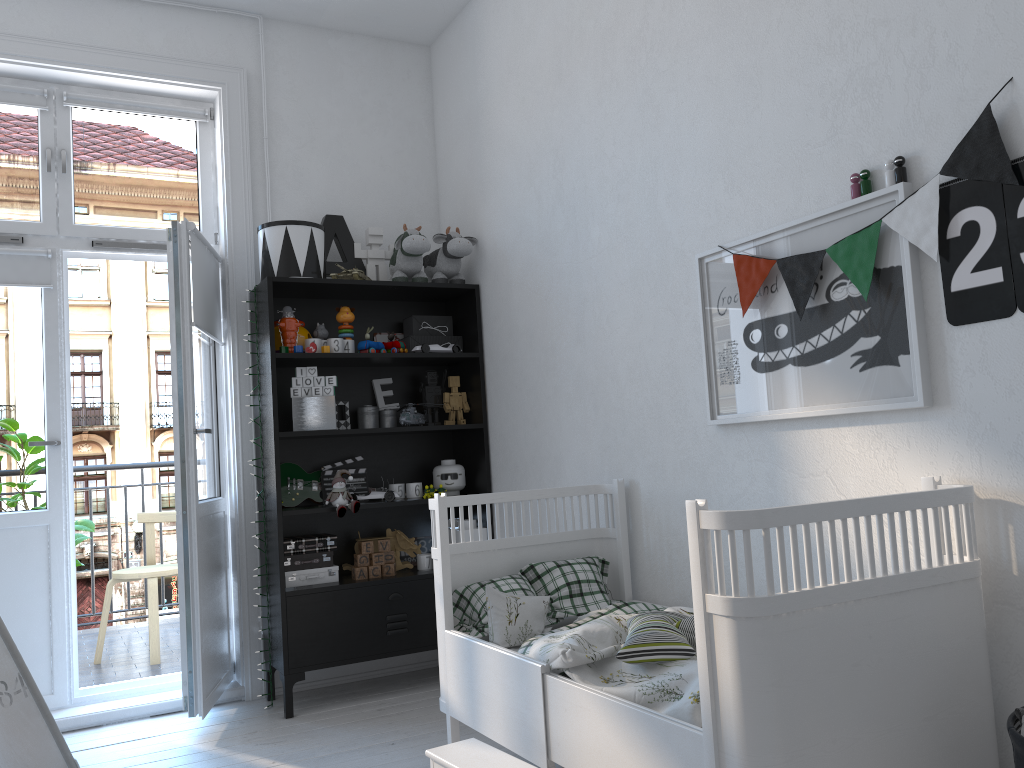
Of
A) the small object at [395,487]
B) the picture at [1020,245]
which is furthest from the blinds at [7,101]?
the picture at [1020,245]

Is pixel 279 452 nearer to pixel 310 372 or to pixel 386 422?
pixel 310 372

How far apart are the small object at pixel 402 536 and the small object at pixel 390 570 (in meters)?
0.12

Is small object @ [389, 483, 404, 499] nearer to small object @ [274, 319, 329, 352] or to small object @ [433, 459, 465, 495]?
small object @ [433, 459, 465, 495]

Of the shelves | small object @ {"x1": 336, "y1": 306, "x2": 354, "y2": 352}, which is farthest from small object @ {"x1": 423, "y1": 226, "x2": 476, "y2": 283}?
small object @ {"x1": 336, "y1": 306, "x2": 354, "y2": 352}

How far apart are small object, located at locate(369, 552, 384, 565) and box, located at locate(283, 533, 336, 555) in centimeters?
16cm

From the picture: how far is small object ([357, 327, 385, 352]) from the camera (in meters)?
3.67

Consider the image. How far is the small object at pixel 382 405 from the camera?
3.90m

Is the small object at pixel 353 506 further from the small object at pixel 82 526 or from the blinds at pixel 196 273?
the small object at pixel 82 526

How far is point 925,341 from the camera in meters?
1.9 m
